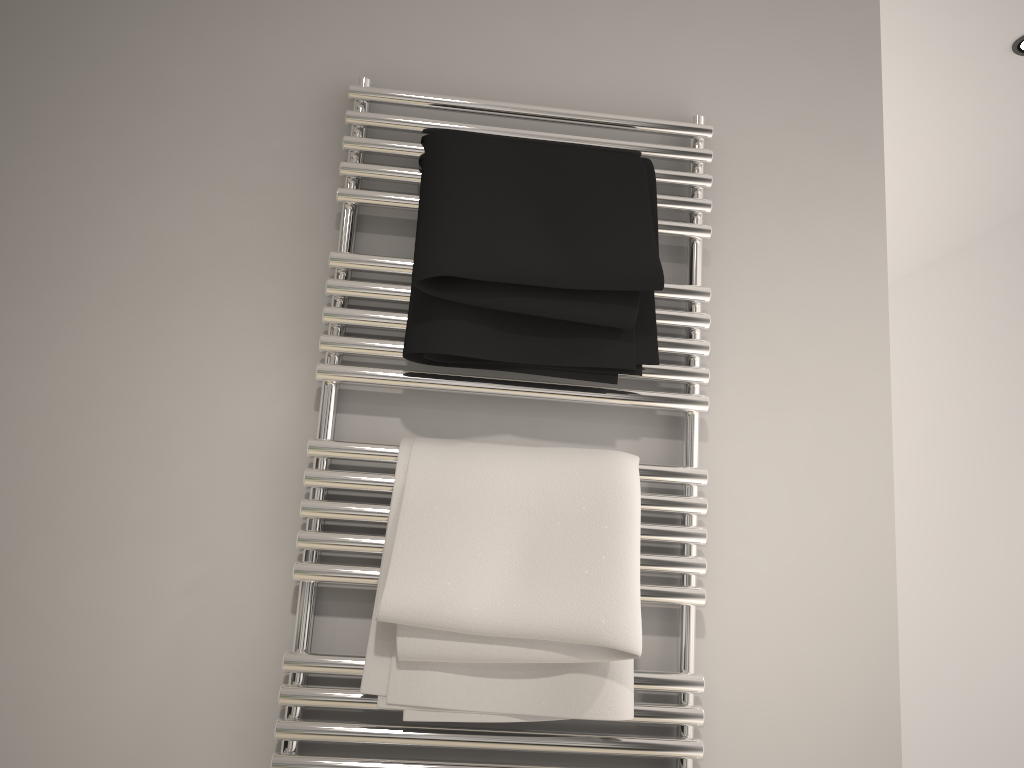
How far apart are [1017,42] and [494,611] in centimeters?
187cm

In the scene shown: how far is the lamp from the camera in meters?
2.0 m

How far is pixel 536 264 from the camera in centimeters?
98cm

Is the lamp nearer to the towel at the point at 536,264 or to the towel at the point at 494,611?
the towel at the point at 536,264

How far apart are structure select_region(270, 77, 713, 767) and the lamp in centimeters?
130cm

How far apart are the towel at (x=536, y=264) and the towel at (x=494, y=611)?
0.1 meters

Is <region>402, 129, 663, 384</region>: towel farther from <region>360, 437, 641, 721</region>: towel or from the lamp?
the lamp

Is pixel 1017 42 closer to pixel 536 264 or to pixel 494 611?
pixel 536 264

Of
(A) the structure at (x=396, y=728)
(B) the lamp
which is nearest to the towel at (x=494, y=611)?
(A) the structure at (x=396, y=728)

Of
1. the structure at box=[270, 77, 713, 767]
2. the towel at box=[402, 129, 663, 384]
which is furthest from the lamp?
the towel at box=[402, 129, 663, 384]
